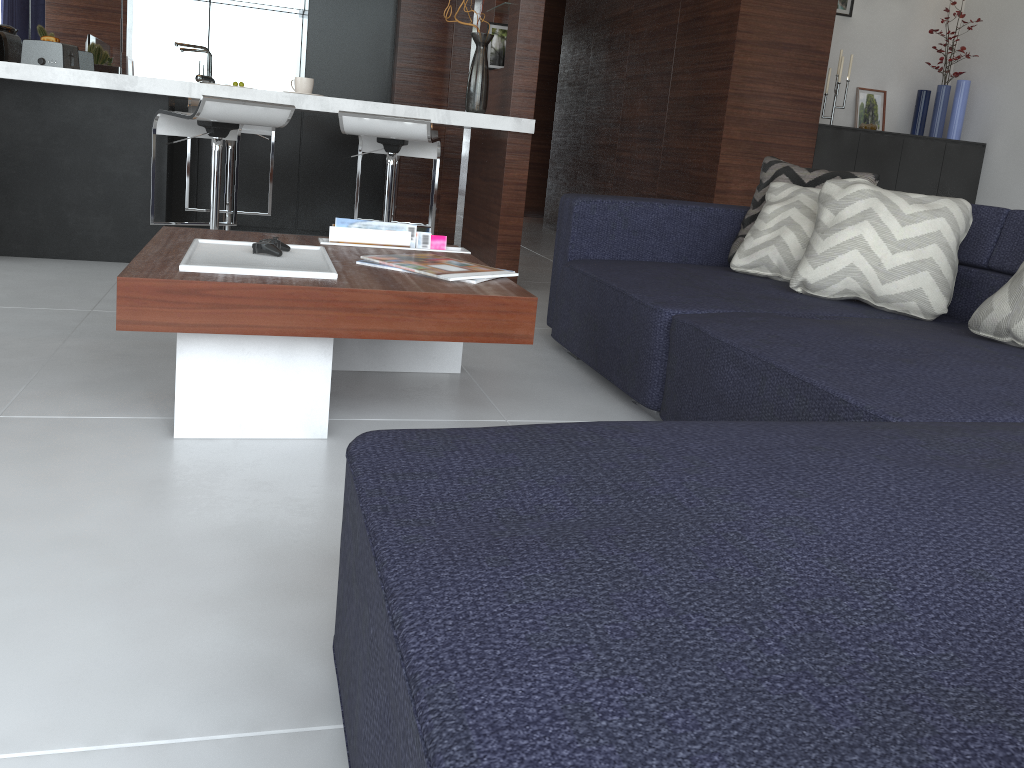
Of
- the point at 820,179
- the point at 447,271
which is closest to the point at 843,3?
the point at 820,179

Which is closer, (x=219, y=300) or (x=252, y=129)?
(x=219, y=300)

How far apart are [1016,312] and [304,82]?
3.0m

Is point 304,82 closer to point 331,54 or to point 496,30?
point 496,30

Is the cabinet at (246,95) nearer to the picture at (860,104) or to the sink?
the sink

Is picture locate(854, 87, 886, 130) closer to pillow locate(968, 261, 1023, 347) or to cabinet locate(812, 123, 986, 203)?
cabinet locate(812, 123, 986, 203)

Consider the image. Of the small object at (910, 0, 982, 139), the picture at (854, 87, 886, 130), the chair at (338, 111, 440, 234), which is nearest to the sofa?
the chair at (338, 111, 440, 234)

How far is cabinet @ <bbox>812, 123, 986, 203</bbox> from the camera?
4.7 meters

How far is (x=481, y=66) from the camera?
1.47m

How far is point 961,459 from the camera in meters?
1.1
